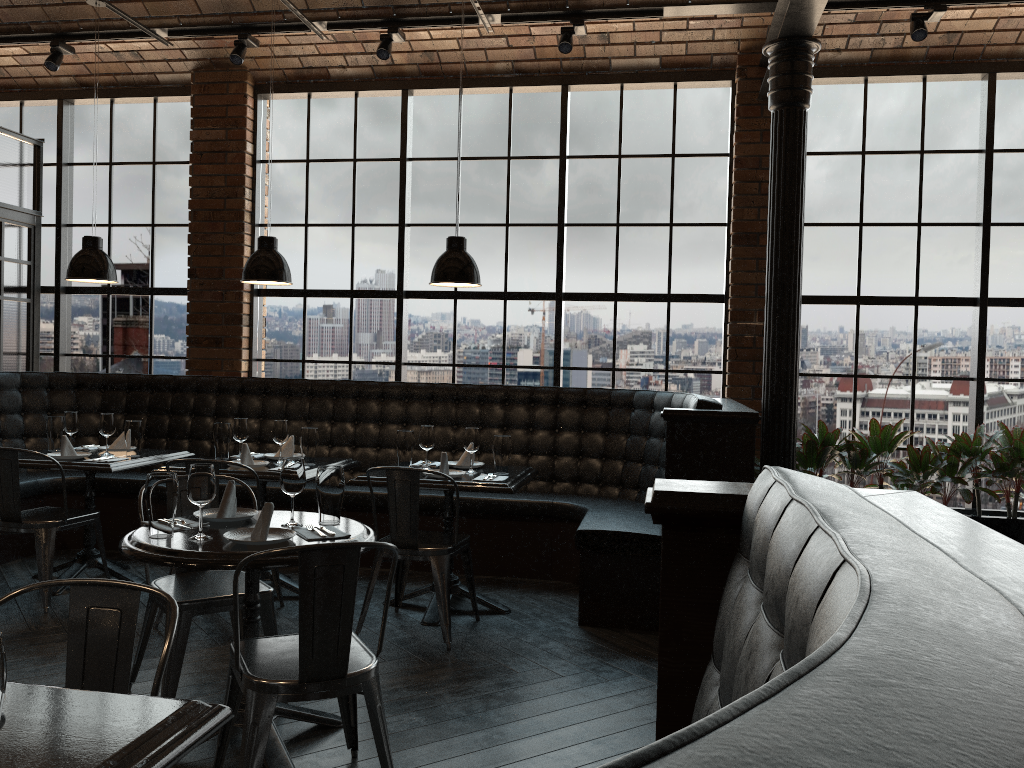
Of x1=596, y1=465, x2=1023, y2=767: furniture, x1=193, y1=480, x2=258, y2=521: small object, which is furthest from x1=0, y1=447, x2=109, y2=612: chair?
x1=596, y1=465, x2=1023, y2=767: furniture

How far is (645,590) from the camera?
4.6m

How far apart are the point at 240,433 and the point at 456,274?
1.6m

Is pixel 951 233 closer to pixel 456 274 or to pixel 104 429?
pixel 456 274

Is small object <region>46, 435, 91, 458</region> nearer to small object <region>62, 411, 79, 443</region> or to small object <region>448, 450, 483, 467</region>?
small object <region>62, 411, 79, 443</region>

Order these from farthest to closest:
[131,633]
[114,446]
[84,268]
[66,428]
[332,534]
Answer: [114,446] < [66,428] < [84,268] < [332,534] < [131,633]

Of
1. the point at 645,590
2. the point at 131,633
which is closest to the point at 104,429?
the point at 645,590

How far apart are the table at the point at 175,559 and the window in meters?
3.4

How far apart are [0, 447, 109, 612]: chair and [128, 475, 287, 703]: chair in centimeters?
135cm

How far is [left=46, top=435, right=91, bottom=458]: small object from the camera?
4.99m
